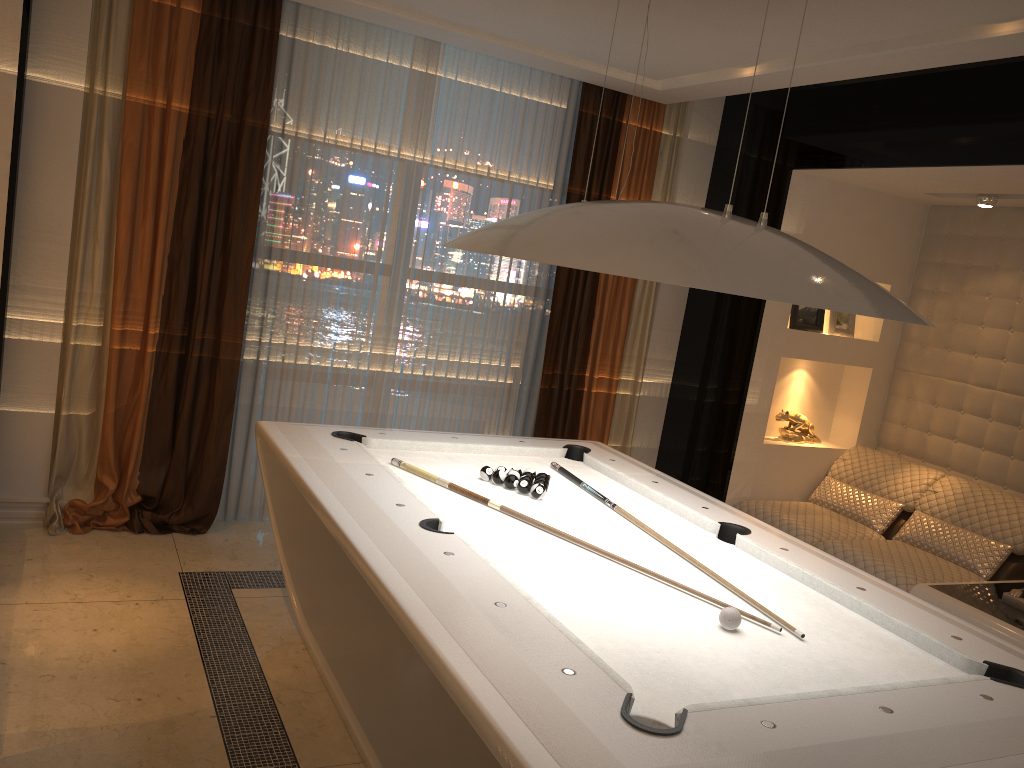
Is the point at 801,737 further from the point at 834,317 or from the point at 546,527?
the point at 834,317

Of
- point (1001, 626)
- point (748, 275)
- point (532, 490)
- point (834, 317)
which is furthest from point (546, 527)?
point (834, 317)

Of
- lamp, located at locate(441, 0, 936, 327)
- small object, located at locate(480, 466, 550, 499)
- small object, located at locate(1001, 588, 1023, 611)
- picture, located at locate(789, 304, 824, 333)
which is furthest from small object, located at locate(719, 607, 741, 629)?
picture, located at locate(789, 304, 824, 333)

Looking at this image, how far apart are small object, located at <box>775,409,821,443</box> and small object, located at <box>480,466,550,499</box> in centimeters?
248cm

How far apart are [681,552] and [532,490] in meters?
0.6

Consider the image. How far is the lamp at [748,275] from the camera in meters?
2.0 m

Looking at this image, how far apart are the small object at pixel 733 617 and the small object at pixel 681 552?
0.31m

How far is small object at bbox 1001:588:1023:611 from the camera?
3.9 meters

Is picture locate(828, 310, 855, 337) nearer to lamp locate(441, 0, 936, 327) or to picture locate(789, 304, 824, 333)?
picture locate(789, 304, 824, 333)

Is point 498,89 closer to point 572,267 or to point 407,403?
point 407,403
